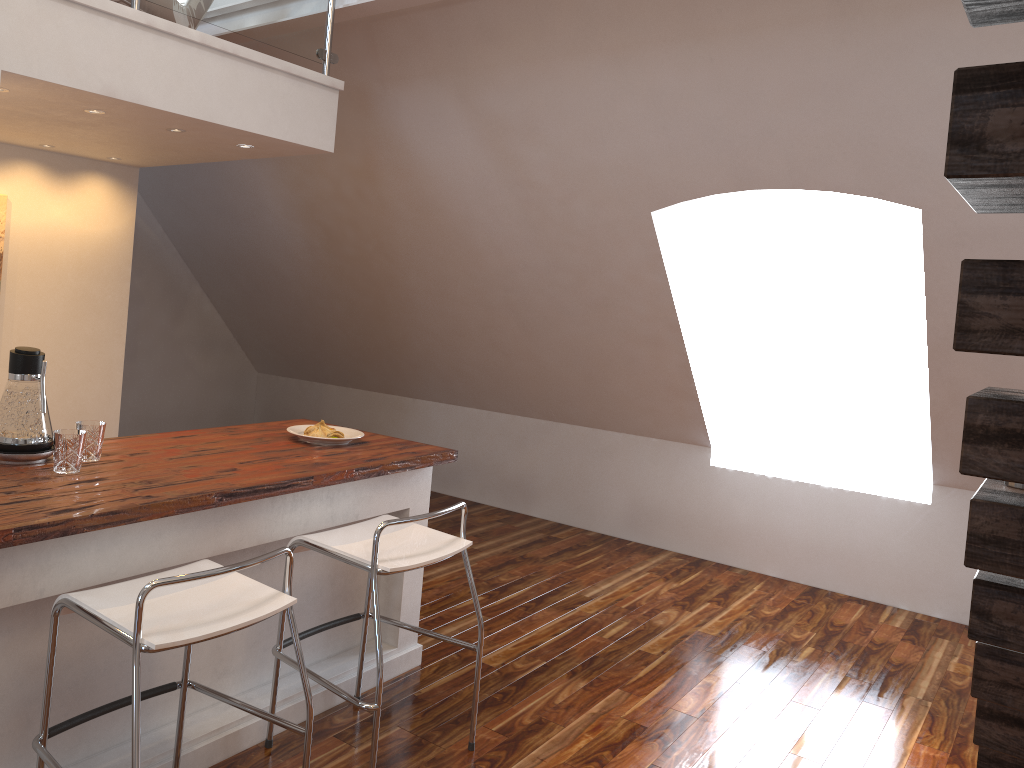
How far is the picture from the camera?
3.8 meters

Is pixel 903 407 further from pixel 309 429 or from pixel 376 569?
pixel 376 569

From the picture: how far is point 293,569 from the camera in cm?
287

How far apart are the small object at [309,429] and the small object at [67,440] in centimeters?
95cm

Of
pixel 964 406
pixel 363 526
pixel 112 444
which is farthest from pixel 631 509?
pixel 112 444

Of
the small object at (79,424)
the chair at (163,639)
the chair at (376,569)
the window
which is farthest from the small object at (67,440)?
the window

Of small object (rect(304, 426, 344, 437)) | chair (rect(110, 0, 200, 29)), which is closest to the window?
small object (rect(304, 426, 344, 437))

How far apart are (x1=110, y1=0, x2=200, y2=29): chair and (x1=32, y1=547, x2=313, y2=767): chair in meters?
2.1

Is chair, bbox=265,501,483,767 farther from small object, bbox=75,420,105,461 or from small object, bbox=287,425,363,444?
small object, bbox=75,420,105,461

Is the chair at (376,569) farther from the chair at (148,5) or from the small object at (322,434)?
the chair at (148,5)
